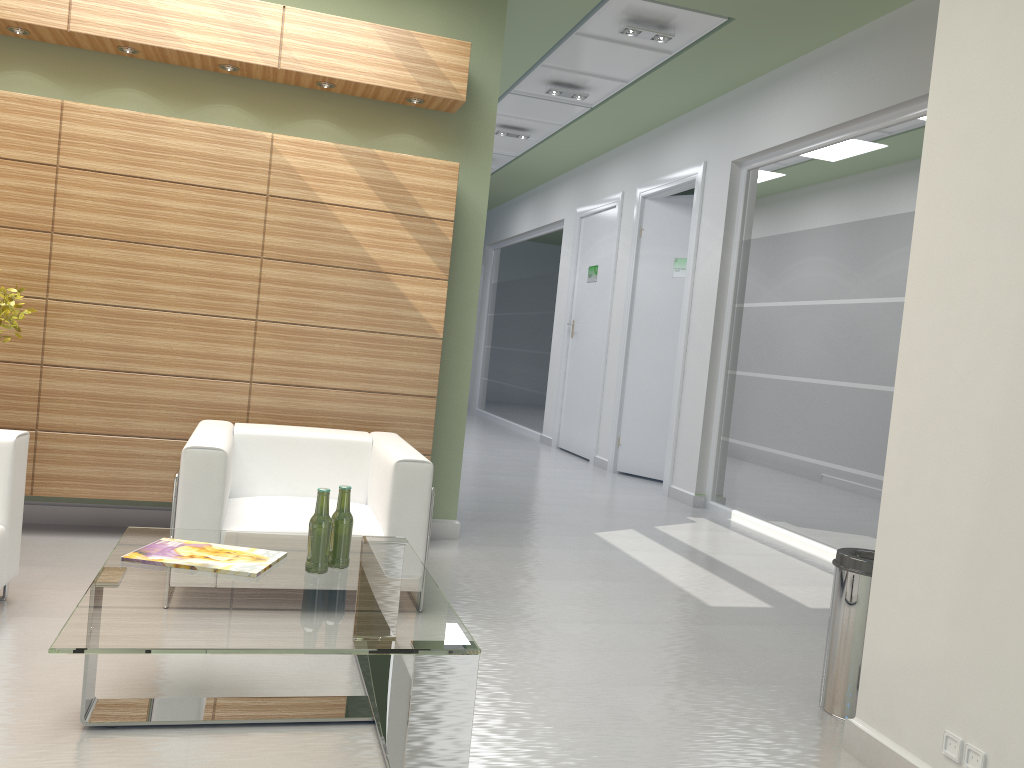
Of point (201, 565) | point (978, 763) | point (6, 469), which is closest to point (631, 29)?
point (6, 469)

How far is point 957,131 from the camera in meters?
4.8 m

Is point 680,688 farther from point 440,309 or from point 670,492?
point 670,492

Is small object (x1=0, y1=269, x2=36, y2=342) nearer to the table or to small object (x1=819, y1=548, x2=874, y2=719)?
the table

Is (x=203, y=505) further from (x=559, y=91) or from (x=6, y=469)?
(x=559, y=91)

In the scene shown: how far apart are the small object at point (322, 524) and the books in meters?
0.2 m

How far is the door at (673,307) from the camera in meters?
15.8 m

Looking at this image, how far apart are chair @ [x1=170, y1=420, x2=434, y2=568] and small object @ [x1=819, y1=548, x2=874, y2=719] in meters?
2.9 m

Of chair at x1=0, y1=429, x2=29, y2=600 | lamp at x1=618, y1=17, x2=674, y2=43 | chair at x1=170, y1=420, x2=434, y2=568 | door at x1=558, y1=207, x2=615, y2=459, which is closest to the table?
chair at x1=170, y1=420, x2=434, y2=568

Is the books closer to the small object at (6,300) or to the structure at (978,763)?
the small object at (6,300)
